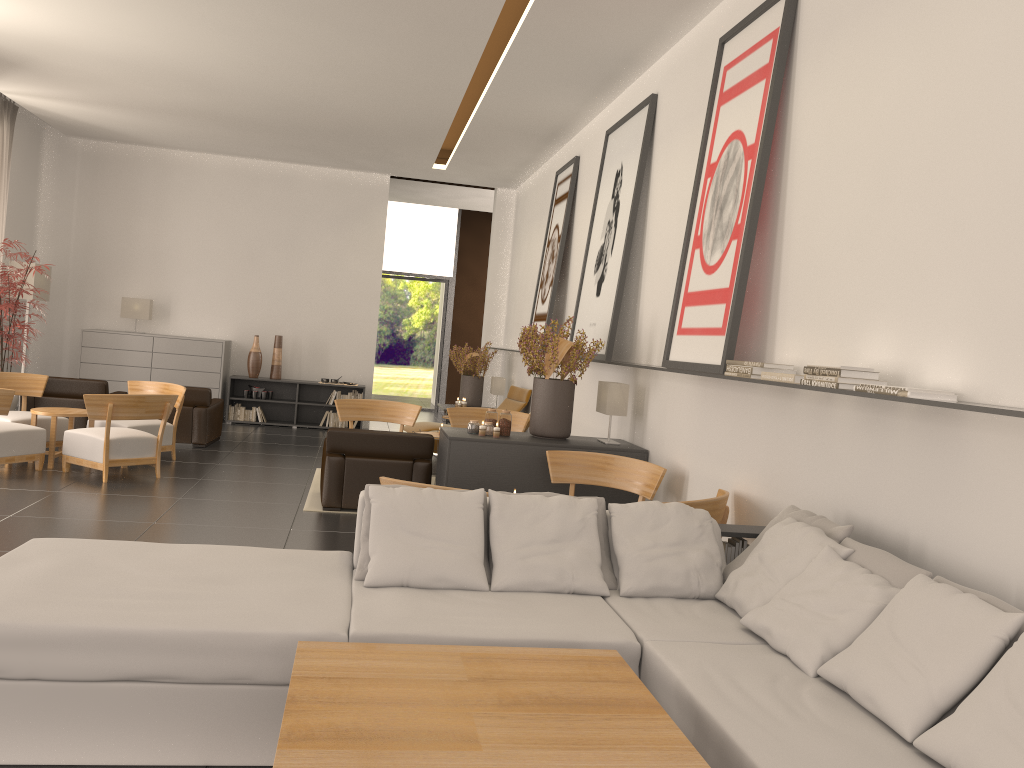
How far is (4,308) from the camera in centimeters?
1429cm

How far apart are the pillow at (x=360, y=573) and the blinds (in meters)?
15.20

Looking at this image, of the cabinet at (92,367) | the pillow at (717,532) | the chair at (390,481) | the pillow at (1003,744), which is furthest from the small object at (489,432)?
the cabinet at (92,367)

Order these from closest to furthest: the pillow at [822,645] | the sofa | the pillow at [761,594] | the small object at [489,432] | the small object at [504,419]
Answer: the sofa, the pillow at [822,645], the pillow at [761,594], the small object at [489,432], the small object at [504,419]

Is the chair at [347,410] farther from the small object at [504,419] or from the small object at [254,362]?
the small object at [254,362]

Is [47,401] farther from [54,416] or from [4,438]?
[4,438]

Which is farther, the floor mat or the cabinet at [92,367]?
the cabinet at [92,367]

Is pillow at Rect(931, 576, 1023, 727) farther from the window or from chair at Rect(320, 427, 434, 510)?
the window

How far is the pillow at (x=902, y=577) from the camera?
4.9m

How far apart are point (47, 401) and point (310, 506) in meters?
6.9 m
